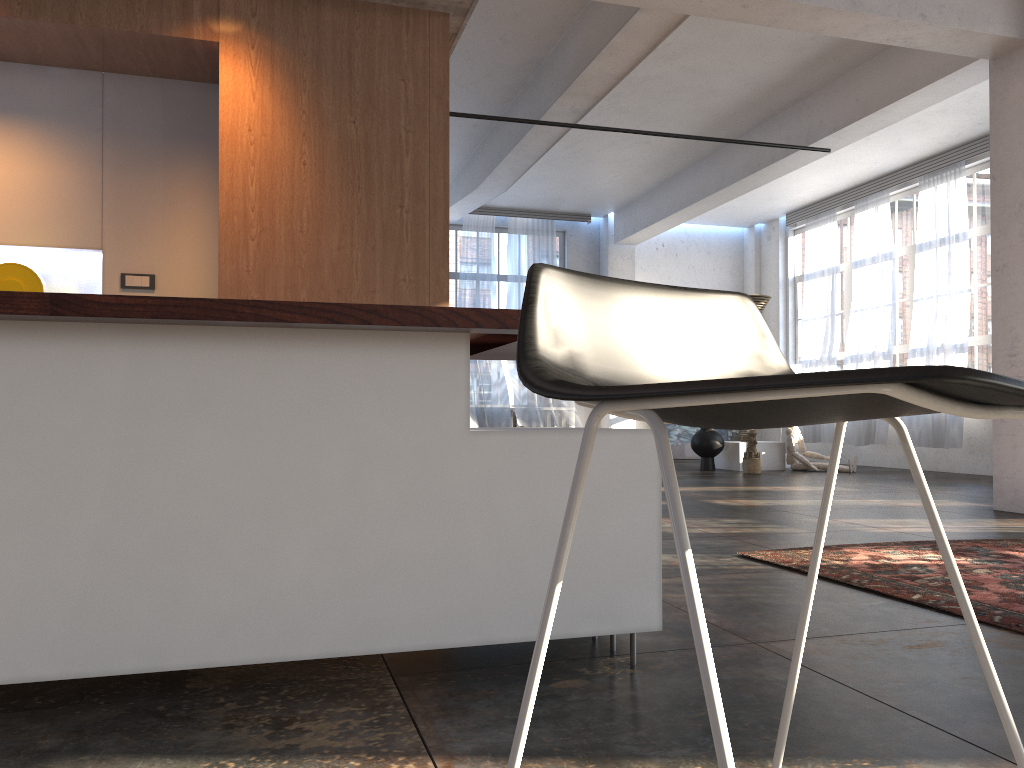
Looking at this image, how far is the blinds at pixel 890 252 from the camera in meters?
11.8 m

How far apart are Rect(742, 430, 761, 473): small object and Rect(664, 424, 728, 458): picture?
3.6m

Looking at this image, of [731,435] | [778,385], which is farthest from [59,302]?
[731,435]

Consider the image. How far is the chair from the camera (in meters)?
0.52

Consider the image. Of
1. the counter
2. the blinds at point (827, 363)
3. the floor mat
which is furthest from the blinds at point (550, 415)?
the counter

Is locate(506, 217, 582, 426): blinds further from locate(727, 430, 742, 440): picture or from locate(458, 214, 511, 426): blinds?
locate(727, 430, 742, 440): picture

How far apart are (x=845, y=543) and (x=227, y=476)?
3.7 meters

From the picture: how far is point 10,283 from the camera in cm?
418

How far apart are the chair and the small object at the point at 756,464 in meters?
10.1

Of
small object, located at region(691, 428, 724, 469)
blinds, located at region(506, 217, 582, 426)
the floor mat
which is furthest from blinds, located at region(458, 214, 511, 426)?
the floor mat
